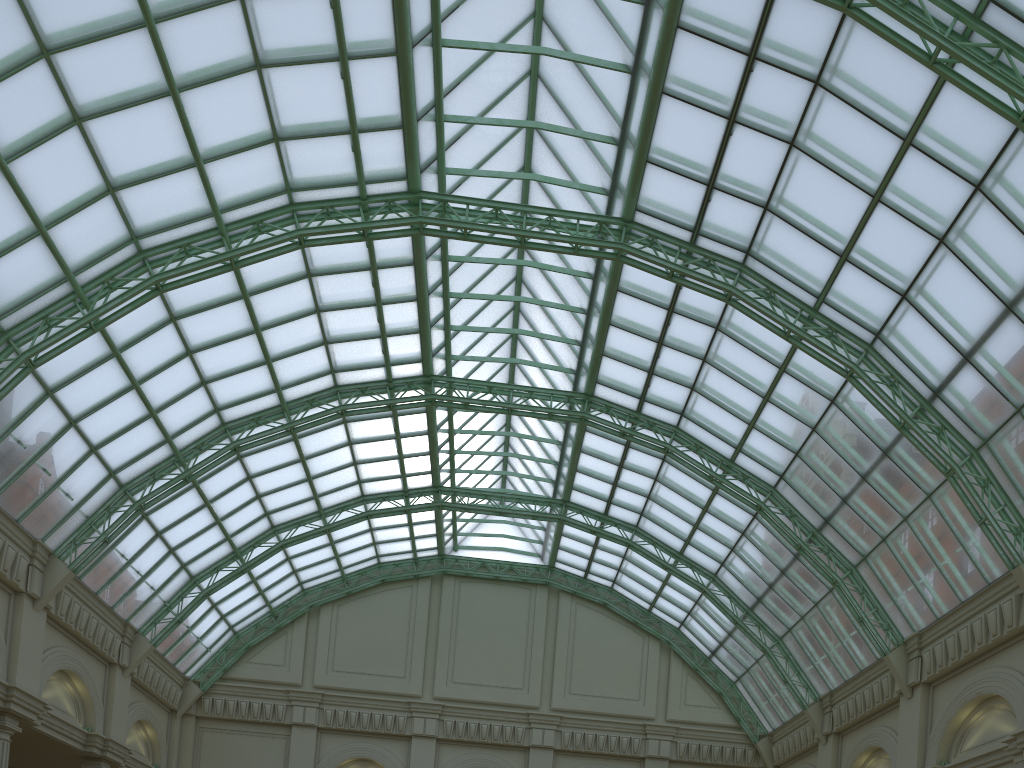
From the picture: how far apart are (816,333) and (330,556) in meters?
33.3 m
